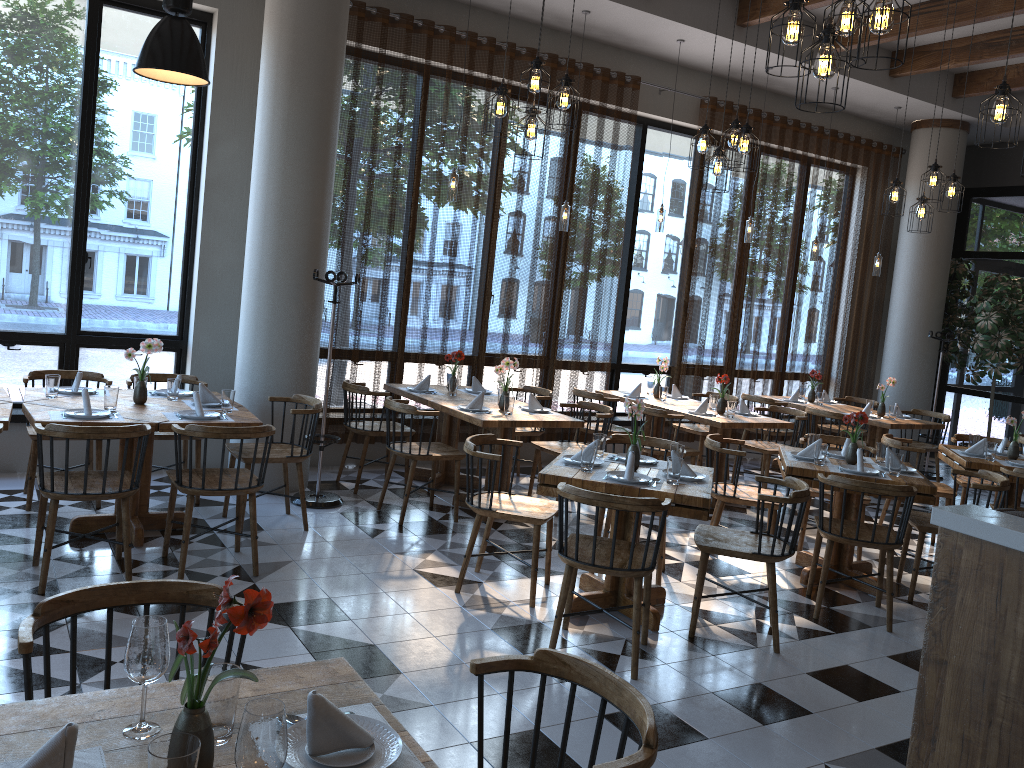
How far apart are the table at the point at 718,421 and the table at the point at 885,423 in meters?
1.4

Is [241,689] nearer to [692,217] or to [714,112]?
[692,217]

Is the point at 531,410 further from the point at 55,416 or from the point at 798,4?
the point at 798,4

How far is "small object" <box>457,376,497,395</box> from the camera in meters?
7.3

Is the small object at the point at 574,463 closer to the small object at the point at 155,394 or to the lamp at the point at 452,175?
the small object at the point at 155,394

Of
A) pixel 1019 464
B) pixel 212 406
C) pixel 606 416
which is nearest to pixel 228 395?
pixel 212 406

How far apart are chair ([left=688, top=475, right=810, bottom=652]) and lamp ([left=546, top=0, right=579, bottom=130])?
2.4 meters

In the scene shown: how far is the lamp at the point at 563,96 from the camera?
5.1 meters

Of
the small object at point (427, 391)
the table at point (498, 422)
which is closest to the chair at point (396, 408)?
the table at point (498, 422)

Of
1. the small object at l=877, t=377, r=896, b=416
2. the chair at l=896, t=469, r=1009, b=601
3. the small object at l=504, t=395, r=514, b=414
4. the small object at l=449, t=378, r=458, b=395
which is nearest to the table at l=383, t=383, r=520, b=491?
the small object at l=449, t=378, r=458, b=395
